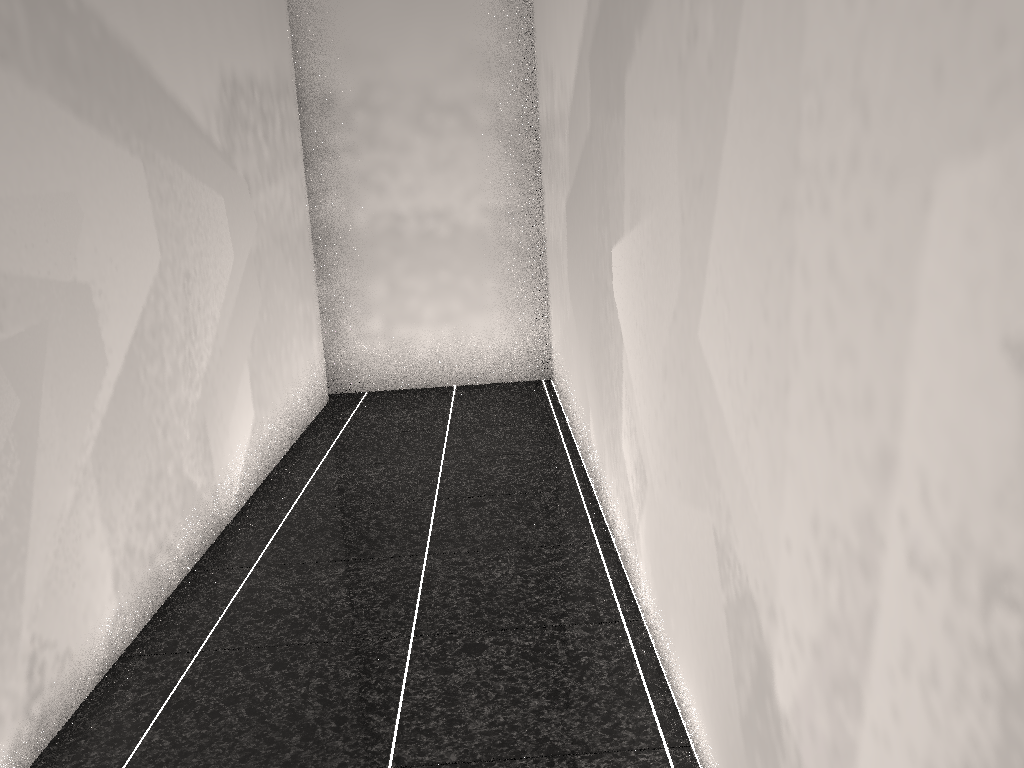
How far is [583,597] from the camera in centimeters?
265cm

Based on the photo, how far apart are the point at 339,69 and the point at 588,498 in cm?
346
